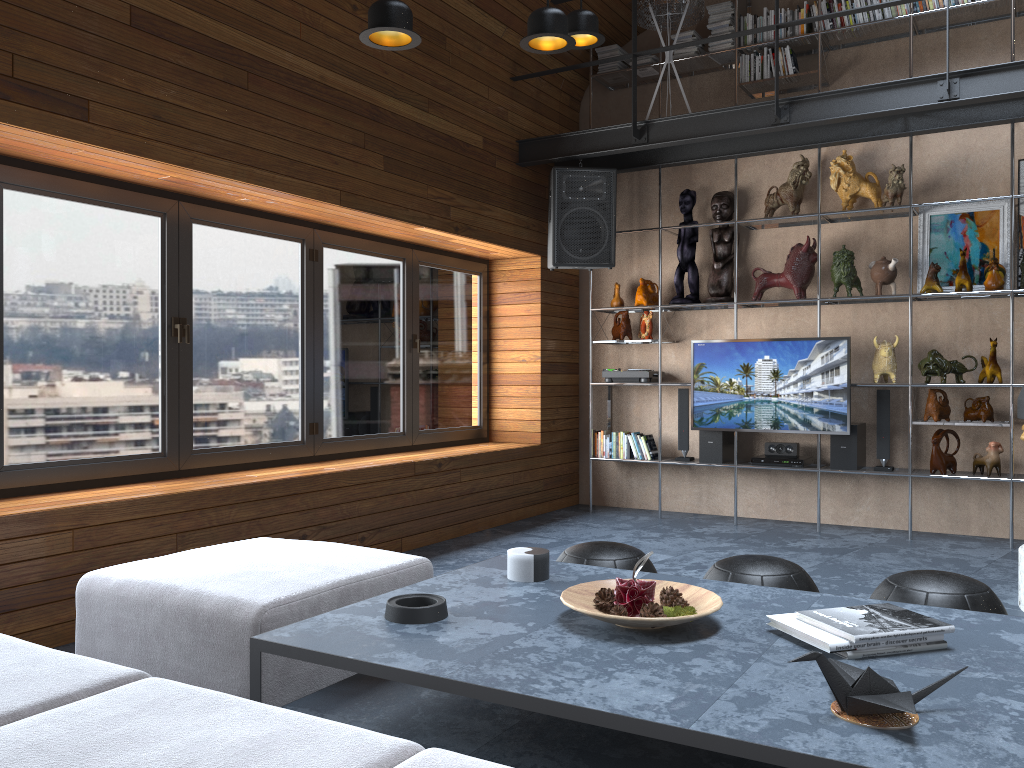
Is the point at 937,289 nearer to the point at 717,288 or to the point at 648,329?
the point at 717,288

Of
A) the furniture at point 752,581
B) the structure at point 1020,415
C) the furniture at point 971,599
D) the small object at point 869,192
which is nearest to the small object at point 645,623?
the furniture at point 752,581

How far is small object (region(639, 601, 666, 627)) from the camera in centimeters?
207cm

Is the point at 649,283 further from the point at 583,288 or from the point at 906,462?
the point at 906,462

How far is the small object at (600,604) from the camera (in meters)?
2.21

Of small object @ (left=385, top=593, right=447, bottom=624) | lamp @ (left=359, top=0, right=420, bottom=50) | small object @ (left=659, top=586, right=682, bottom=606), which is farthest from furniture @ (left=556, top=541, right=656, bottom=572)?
lamp @ (left=359, top=0, right=420, bottom=50)

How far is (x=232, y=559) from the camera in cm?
278

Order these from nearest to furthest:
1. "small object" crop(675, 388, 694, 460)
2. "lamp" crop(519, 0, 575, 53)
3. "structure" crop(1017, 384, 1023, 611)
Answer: "lamp" crop(519, 0, 575, 53), "structure" crop(1017, 384, 1023, 611), "small object" crop(675, 388, 694, 460)

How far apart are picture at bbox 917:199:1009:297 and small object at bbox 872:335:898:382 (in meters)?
0.50

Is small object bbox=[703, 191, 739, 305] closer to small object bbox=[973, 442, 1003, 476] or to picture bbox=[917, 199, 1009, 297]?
picture bbox=[917, 199, 1009, 297]
